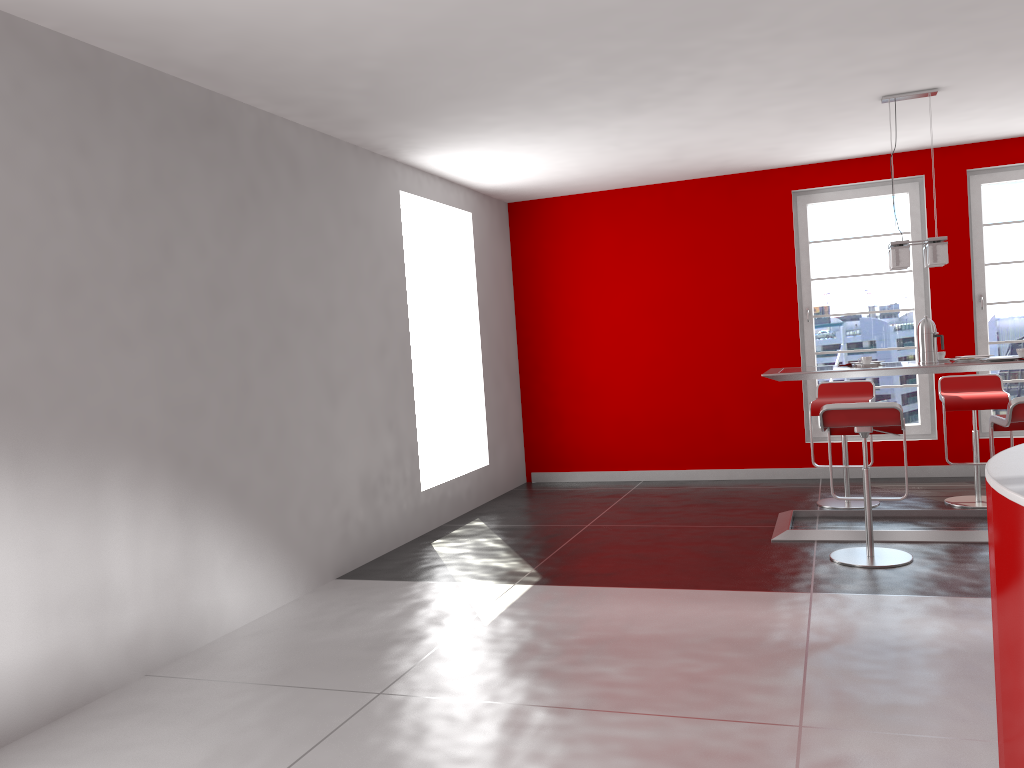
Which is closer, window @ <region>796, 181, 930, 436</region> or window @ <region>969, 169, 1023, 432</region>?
window @ <region>969, 169, 1023, 432</region>

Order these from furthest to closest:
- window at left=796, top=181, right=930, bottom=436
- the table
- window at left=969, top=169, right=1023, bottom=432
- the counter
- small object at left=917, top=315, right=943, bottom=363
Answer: window at left=796, top=181, right=930, bottom=436
window at left=969, top=169, right=1023, bottom=432
small object at left=917, top=315, right=943, bottom=363
the table
the counter

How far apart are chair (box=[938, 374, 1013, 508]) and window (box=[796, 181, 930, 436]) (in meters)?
1.01

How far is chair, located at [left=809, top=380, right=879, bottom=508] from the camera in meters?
6.2

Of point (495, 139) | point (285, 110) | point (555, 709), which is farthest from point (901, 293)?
point (555, 709)

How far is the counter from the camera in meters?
1.9 m

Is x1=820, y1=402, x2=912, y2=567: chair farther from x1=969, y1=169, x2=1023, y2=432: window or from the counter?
x1=969, y1=169, x2=1023, y2=432: window

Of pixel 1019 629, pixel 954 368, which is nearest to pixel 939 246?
pixel 954 368

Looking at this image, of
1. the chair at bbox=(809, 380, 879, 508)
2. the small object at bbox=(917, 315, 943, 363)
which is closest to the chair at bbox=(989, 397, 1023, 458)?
the small object at bbox=(917, 315, 943, 363)

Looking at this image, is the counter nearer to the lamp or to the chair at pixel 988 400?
the lamp
